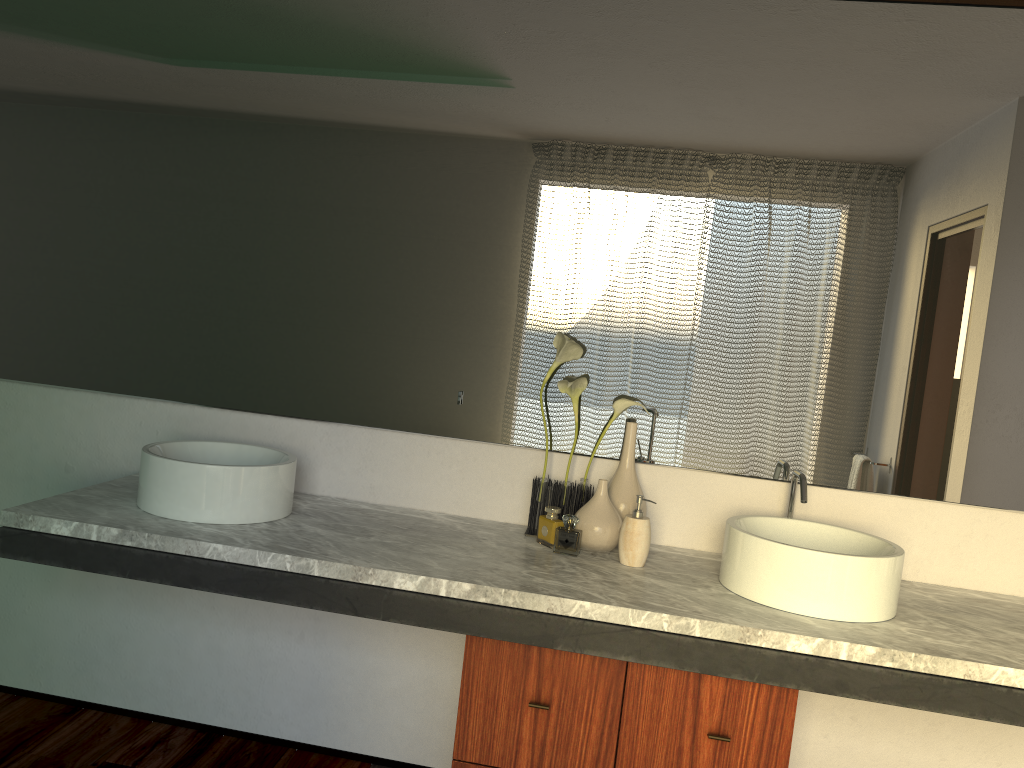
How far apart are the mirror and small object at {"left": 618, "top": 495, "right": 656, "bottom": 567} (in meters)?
0.24

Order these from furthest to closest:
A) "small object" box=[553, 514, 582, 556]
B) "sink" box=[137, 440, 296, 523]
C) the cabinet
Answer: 1. "small object" box=[553, 514, 582, 556]
2. "sink" box=[137, 440, 296, 523]
3. the cabinet

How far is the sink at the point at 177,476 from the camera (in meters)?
1.91

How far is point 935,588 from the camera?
2.1 meters

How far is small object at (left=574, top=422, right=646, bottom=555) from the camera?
2.02m

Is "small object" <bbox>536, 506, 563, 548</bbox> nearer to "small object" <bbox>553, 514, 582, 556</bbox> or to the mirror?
"small object" <bbox>553, 514, 582, 556</bbox>

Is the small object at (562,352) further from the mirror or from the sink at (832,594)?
the sink at (832,594)

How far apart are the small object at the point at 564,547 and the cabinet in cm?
29

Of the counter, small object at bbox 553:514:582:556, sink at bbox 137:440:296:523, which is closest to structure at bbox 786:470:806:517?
the counter

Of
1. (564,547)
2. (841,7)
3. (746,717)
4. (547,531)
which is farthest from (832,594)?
(564,547)
